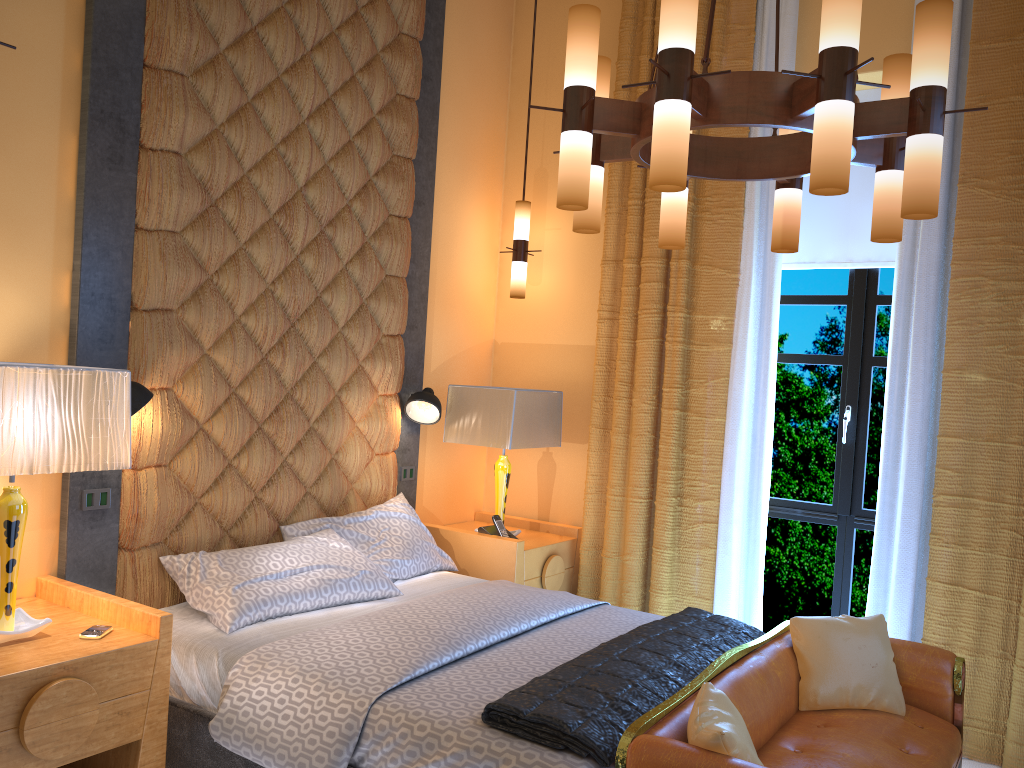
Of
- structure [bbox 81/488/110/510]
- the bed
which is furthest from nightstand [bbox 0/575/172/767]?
structure [bbox 81/488/110/510]

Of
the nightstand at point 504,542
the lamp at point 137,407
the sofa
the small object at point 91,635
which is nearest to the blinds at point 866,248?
the nightstand at point 504,542

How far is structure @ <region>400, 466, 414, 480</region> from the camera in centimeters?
455cm

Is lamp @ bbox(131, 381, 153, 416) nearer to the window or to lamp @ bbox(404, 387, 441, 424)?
lamp @ bbox(404, 387, 441, 424)

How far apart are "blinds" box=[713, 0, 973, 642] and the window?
0.3m

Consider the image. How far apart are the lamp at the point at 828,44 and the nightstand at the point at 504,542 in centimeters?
185cm

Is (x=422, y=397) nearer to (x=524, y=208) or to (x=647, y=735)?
(x=524, y=208)

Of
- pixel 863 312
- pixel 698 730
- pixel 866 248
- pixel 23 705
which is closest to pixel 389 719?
pixel 698 730

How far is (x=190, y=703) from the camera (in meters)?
2.92

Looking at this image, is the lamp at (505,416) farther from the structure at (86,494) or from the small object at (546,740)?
the structure at (86,494)
